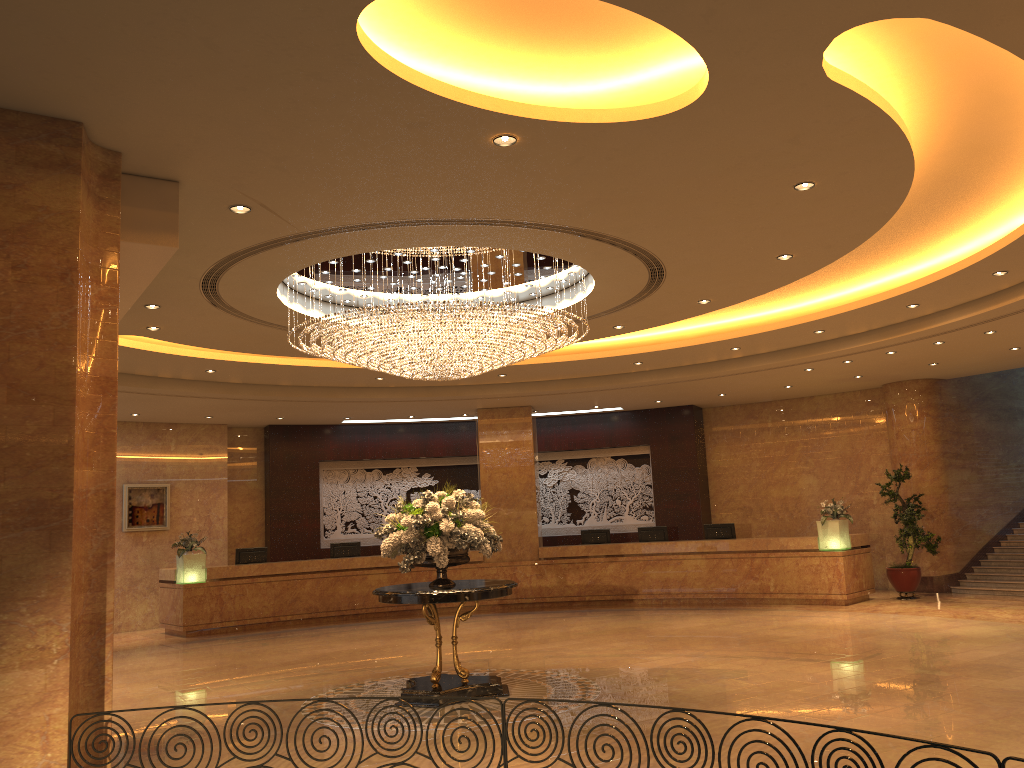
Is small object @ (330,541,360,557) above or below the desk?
above

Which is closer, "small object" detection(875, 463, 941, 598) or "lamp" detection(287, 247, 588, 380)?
"lamp" detection(287, 247, 588, 380)

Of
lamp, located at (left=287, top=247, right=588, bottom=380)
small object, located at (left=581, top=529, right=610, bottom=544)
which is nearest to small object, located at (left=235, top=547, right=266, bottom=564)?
small object, located at (left=581, top=529, right=610, bottom=544)

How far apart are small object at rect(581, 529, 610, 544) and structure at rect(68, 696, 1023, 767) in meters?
13.3 m

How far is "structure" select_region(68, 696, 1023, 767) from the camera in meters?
3.3

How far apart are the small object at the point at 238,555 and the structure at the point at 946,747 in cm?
1304

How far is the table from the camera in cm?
845

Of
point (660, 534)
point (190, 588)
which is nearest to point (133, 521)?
point (190, 588)

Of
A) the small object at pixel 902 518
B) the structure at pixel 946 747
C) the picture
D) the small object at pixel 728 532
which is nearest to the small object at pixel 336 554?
the picture

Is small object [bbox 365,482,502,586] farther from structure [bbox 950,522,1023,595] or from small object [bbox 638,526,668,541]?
structure [bbox 950,522,1023,595]
